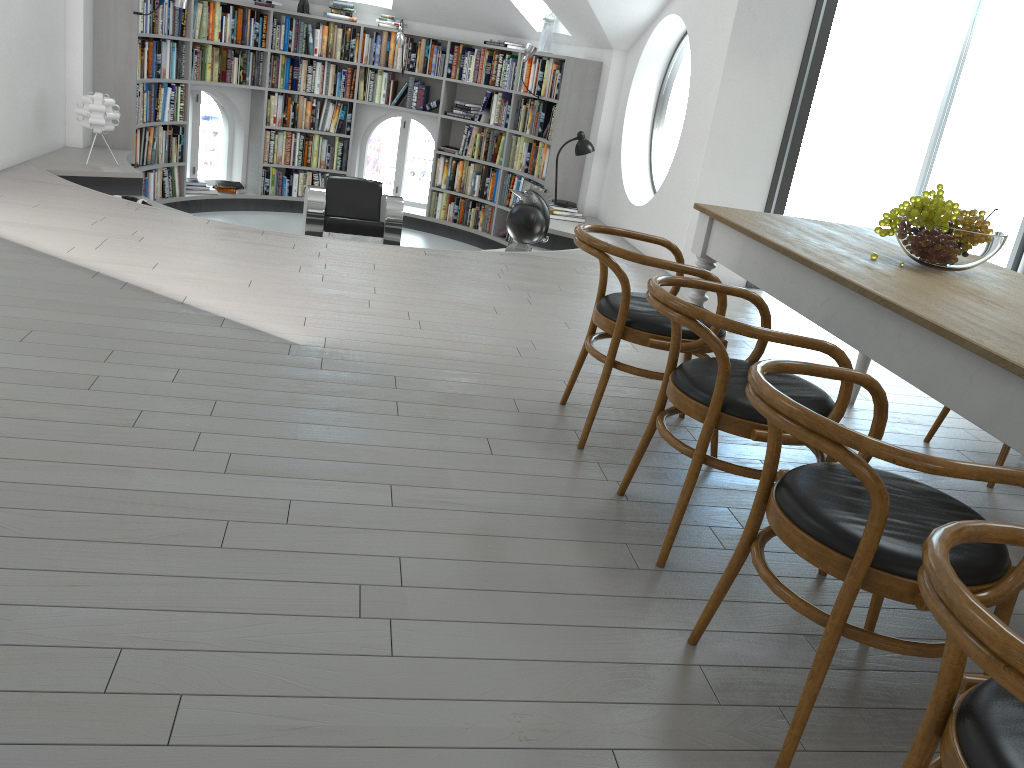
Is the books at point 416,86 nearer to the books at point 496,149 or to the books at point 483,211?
the books at point 496,149

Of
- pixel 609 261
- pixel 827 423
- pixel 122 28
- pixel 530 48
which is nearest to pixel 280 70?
pixel 122 28

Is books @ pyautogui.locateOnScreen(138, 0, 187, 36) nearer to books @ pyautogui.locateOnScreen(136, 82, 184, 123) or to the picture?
books @ pyautogui.locateOnScreen(136, 82, 184, 123)

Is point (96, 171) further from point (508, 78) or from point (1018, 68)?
point (1018, 68)

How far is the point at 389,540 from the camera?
2.3m

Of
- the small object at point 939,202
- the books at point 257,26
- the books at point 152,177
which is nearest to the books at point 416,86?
the books at point 257,26

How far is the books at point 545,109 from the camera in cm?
849

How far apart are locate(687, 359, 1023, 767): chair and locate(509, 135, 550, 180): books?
6.8 meters

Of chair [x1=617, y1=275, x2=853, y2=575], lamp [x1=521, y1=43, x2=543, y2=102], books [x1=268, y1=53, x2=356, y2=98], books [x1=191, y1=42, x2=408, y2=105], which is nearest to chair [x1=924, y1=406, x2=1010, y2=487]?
chair [x1=617, y1=275, x2=853, y2=575]

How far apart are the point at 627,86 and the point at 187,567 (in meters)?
6.54
